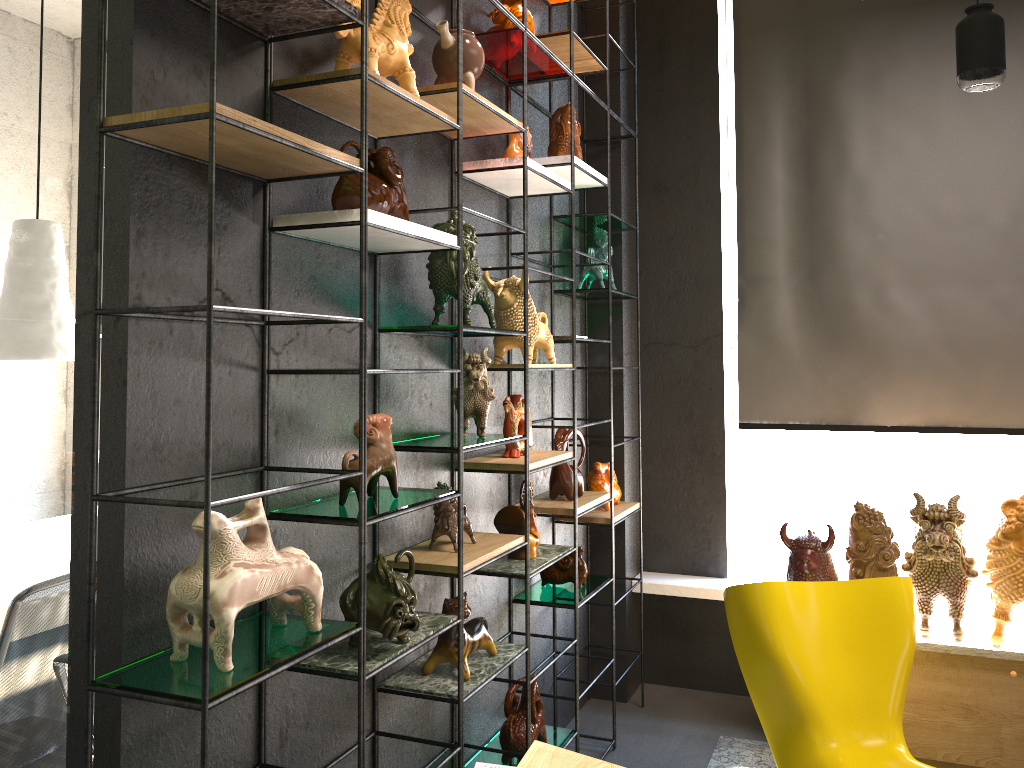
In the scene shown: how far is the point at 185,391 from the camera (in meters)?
1.83

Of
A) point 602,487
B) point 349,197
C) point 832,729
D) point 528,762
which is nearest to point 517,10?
point 349,197

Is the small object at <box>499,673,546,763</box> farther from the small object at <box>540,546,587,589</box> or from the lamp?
the lamp

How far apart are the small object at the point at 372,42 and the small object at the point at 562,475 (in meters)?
1.65

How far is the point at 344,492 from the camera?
2.2 meters

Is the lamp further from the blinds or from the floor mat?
the floor mat

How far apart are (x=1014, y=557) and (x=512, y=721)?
2.00m

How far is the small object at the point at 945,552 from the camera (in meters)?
3.48

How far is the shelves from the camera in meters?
1.6 m

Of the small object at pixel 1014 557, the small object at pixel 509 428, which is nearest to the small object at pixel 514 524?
the small object at pixel 509 428
